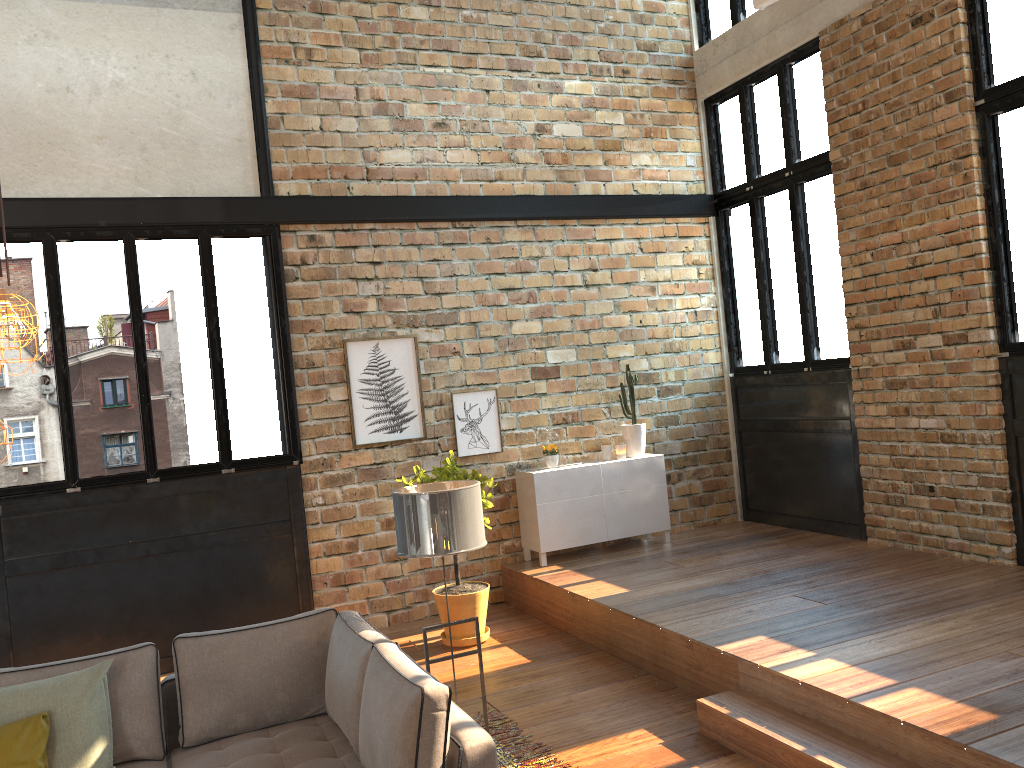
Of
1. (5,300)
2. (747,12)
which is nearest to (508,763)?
(5,300)

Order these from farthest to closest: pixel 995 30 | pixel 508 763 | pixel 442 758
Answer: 1. pixel 995 30
2. pixel 508 763
3. pixel 442 758

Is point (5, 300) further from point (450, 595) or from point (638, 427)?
point (638, 427)

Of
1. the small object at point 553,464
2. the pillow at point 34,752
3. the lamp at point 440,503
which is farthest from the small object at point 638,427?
the pillow at point 34,752

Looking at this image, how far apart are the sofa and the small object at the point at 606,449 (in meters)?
4.21

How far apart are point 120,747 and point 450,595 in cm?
288

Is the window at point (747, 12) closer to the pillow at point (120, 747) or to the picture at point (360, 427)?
the picture at point (360, 427)

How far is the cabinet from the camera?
7.41m

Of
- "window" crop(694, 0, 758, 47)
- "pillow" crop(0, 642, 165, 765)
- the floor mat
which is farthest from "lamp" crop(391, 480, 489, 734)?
"window" crop(694, 0, 758, 47)

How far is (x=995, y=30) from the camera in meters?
5.9 m
